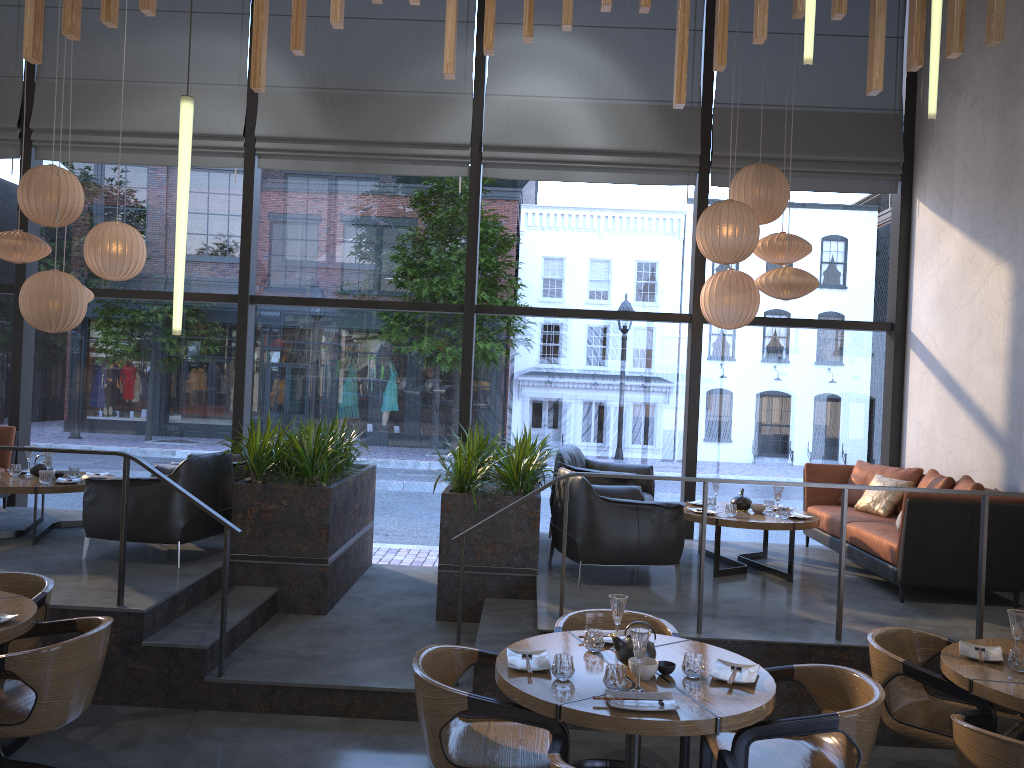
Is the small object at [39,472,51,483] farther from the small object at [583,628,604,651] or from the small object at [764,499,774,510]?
the small object at [764,499,774,510]

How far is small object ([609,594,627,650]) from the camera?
3.7 meters

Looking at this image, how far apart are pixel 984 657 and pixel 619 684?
1.8m

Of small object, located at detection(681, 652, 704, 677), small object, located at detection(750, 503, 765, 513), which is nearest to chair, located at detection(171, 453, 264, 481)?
small object, located at detection(750, 503, 765, 513)

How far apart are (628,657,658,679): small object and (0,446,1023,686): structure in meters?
1.5 m

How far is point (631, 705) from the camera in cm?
310

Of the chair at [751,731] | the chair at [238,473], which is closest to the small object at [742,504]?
the chair at [751,731]

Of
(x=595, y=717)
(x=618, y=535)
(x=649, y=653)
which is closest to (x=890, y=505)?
(x=618, y=535)

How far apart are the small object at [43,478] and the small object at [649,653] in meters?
4.9

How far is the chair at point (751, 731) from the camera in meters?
3.2 m
